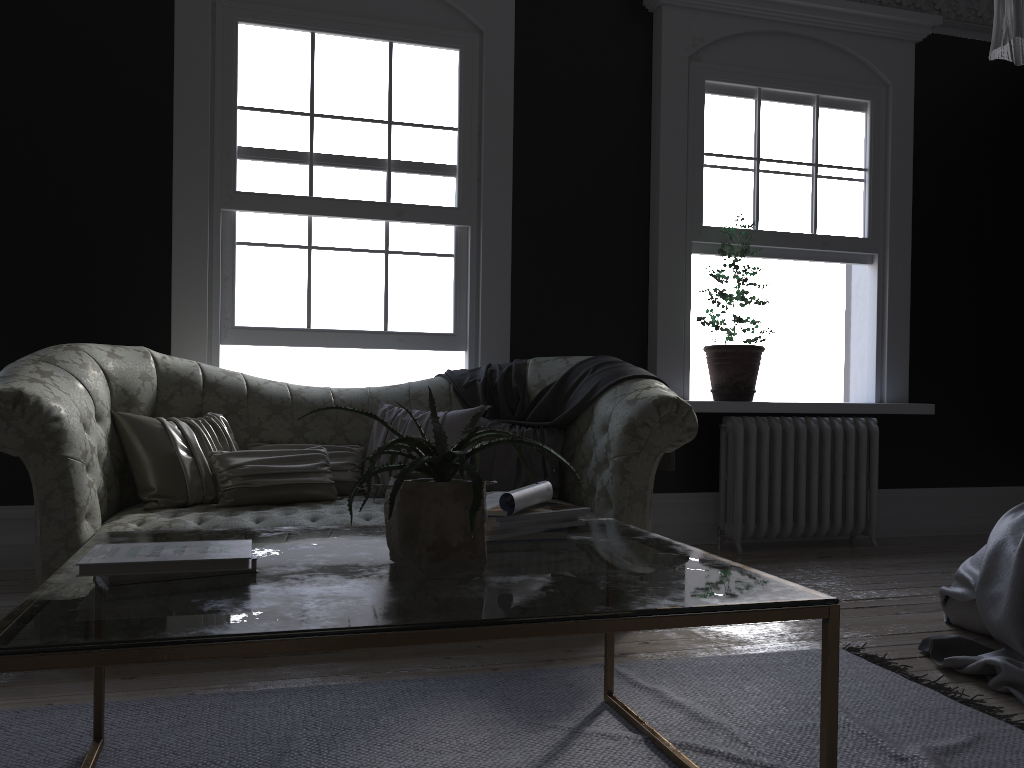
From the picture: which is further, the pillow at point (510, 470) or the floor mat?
the pillow at point (510, 470)

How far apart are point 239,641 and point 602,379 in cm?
294

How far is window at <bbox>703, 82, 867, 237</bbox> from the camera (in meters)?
5.59

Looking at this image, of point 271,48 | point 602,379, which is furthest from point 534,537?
point 271,48

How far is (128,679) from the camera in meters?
2.8 m

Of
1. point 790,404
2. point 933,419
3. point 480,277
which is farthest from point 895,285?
point 480,277

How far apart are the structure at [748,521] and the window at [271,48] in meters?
1.8

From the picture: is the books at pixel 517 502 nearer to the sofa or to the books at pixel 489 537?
the books at pixel 489 537

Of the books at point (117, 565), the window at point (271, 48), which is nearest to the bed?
the books at point (117, 565)

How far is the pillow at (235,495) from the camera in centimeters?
365cm
